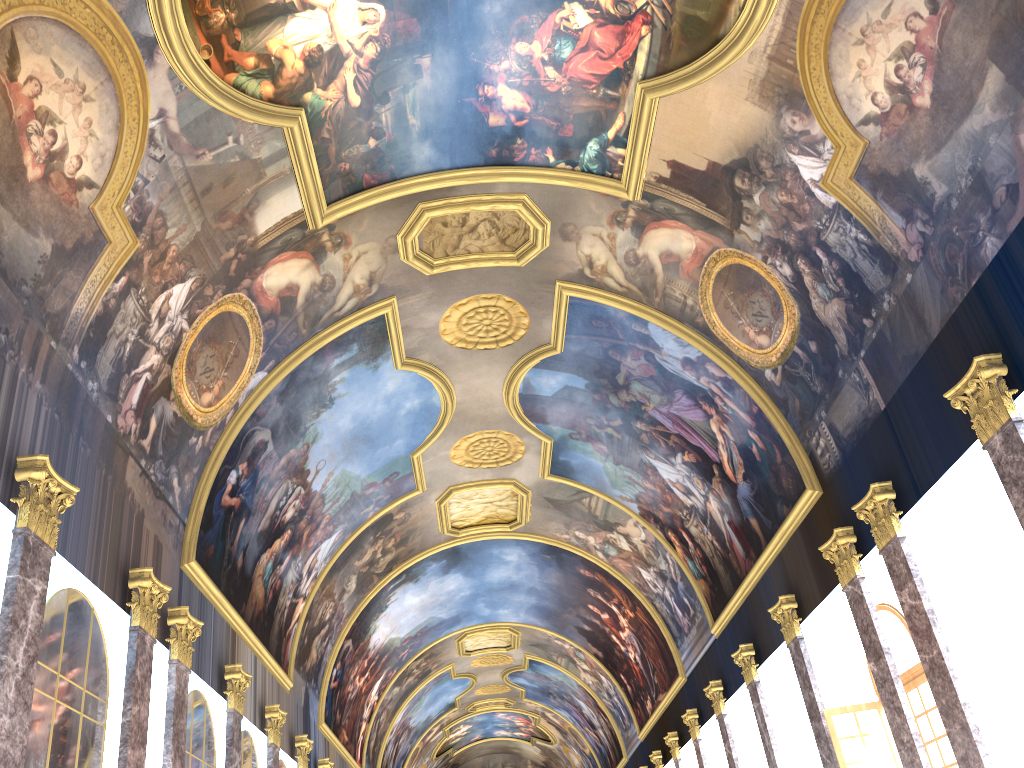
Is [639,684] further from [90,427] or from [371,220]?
[90,427]
